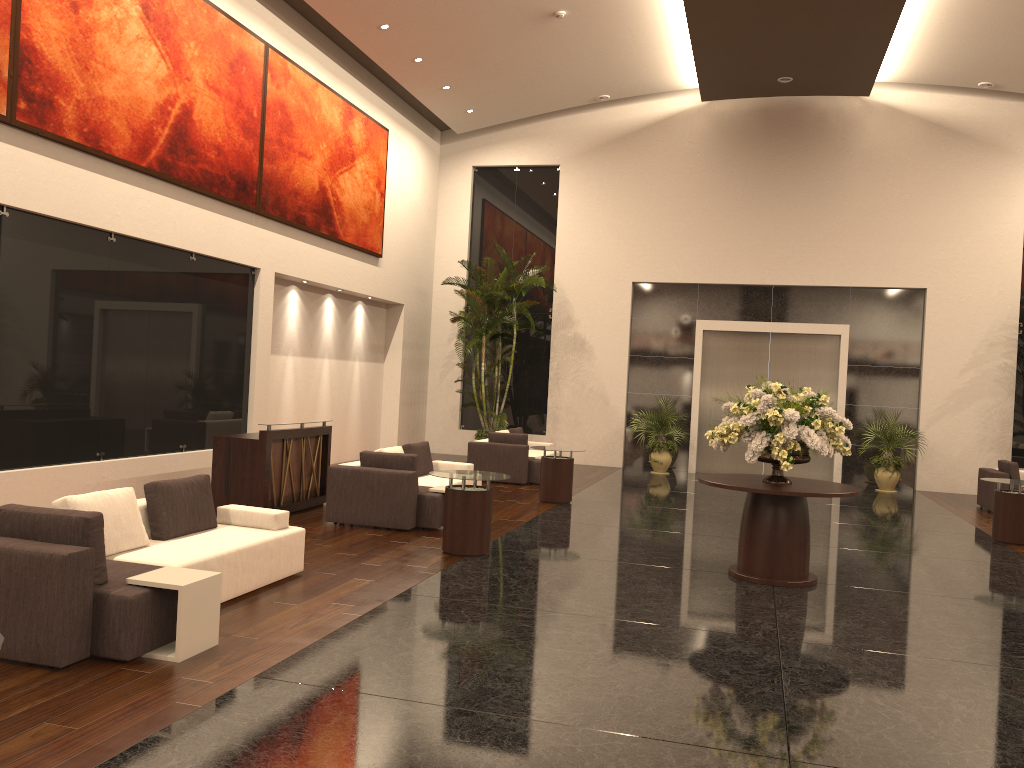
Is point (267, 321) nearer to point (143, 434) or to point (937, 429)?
point (143, 434)

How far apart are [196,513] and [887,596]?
6.1 meters

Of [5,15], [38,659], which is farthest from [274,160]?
[38,659]

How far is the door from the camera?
18.3 meters

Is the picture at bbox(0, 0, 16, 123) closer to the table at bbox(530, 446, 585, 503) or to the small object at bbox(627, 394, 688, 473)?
the table at bbox(530, 446, 585, 503)

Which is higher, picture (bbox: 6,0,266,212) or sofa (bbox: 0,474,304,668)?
picture (bbox: 6,0,266,212)

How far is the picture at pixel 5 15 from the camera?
8.60m

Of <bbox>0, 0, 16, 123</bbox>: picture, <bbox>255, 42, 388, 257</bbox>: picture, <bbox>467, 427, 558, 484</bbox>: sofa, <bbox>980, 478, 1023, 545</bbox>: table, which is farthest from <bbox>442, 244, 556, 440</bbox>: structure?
<bbox>0, 0, 16, 123</bbox>: picture

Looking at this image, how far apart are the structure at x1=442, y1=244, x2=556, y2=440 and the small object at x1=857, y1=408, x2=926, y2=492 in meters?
7.3

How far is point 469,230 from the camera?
20.3m
